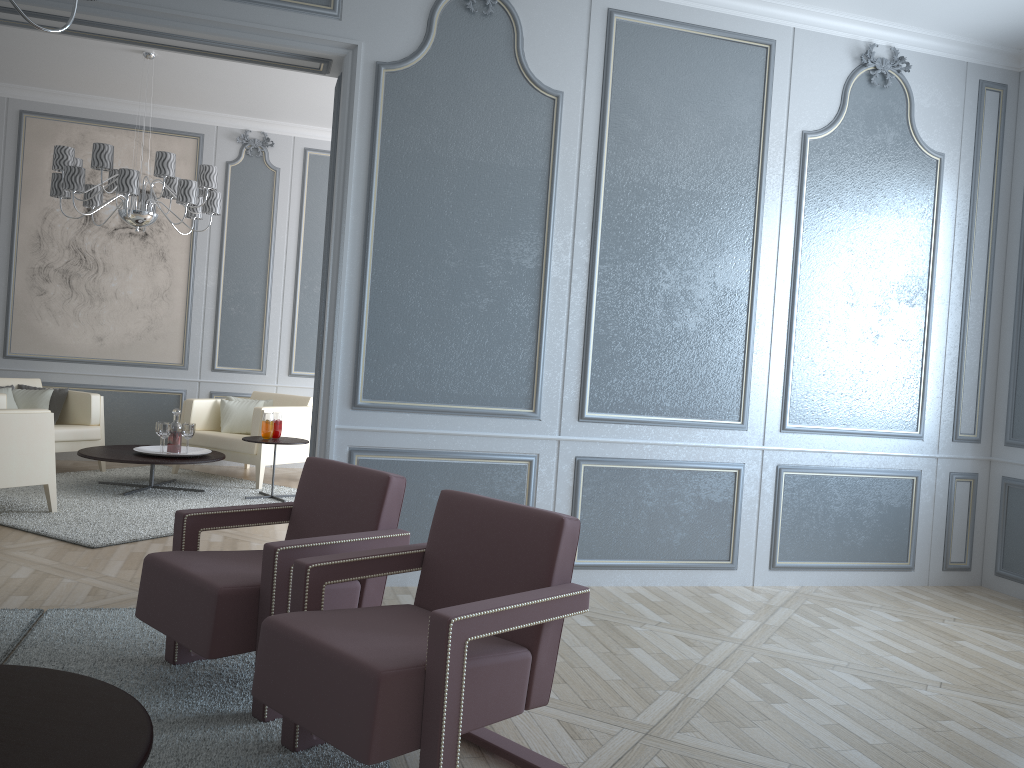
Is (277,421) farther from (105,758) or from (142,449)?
(105,758)

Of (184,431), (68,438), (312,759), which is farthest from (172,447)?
(312,759)

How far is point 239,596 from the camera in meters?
2.3

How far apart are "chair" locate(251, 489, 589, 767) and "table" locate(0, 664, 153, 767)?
0.28m

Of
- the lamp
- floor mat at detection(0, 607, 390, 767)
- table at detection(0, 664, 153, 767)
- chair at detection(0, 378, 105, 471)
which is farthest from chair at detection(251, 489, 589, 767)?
chair at detection(0, 378, 105, 471)

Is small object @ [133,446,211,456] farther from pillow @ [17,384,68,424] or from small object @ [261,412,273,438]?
pillow @ [17,384,68,424]

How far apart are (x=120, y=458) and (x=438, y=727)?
4.17m

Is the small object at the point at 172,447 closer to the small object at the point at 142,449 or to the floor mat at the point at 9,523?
the small object at the point at 142,449

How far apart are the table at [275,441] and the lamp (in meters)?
1.46

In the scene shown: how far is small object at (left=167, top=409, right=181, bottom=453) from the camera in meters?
5.6
